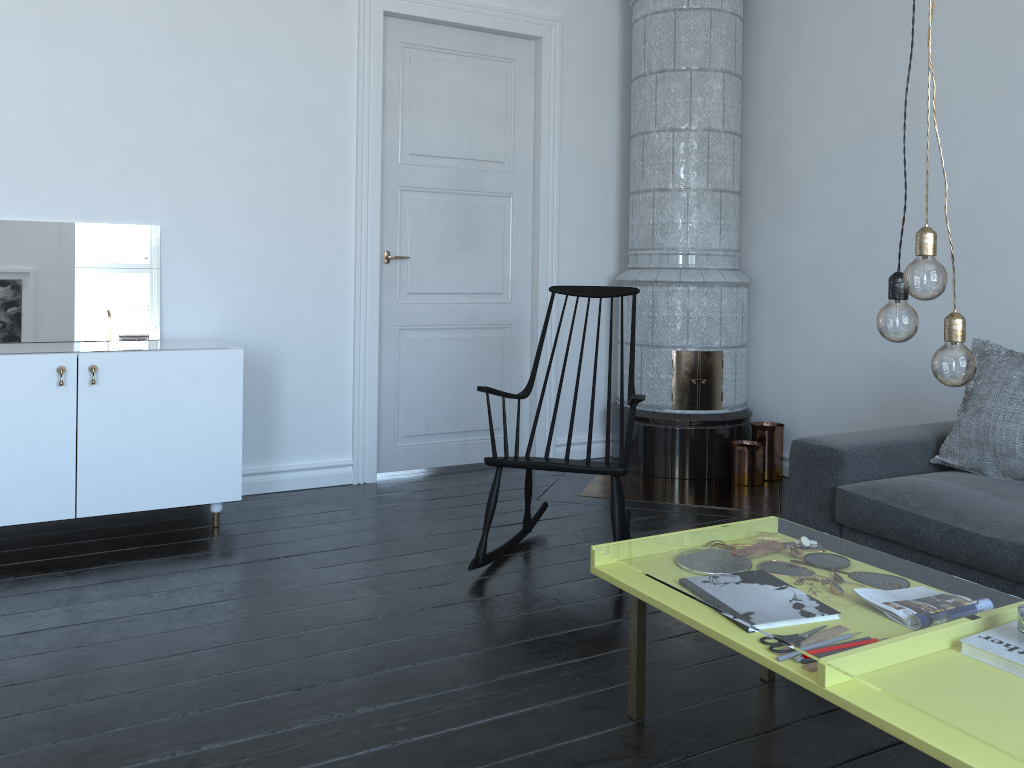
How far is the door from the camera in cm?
435

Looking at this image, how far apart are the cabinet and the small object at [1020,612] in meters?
2.8 m

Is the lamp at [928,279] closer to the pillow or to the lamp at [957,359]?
the lamp at [957,359]

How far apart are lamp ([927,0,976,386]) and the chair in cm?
151

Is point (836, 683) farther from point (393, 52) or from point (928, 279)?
point (393, 52)

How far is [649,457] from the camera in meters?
4.7

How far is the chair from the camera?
3.1 meters

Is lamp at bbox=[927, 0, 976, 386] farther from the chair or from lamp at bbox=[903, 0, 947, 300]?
the chair

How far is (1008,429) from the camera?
2.9 meters

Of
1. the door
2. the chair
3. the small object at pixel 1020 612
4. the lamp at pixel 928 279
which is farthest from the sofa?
the door
